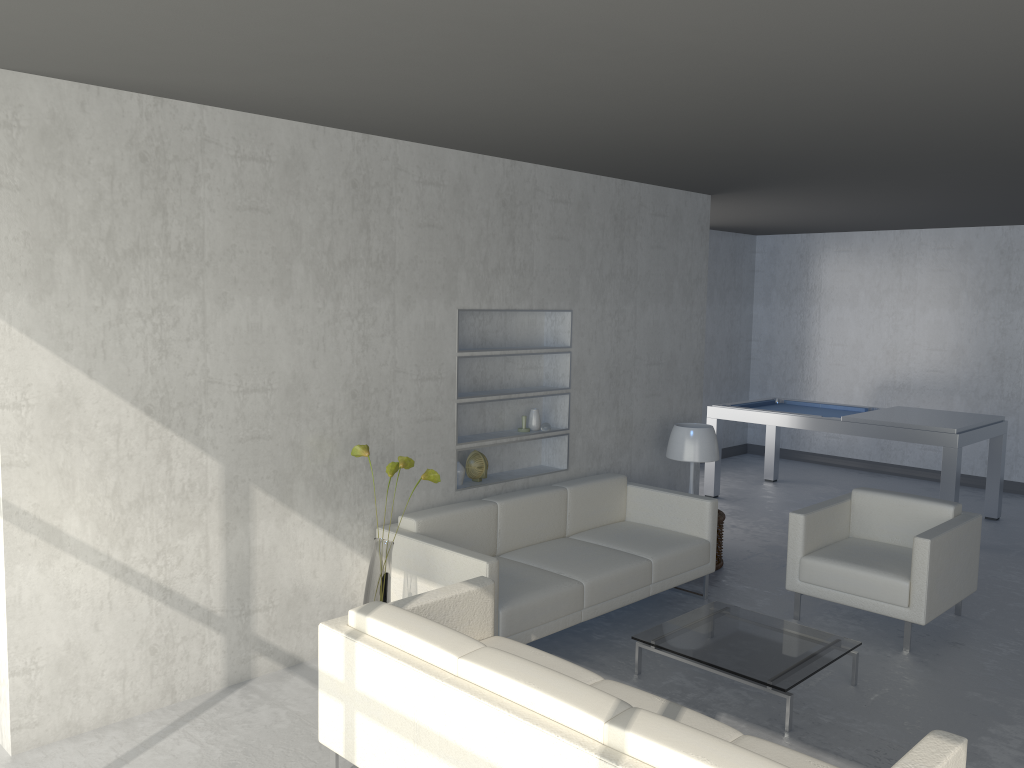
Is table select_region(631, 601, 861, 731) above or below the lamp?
below

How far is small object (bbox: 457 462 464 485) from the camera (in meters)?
4.93

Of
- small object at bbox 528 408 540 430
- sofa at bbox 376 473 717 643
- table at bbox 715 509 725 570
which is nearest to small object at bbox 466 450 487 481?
sofa at bbox 376 473 717 643

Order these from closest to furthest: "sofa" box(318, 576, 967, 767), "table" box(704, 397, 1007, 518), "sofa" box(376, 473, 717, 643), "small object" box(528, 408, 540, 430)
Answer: "sofa" box(318, 576, 967, 767) → "sofa" box(376, 473, 717, 643) → "small object" box(528, 408, 540, 430) → "table" box(704, 397, 1007, 518)

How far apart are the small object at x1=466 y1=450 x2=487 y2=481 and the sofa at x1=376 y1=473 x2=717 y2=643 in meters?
0.3 m

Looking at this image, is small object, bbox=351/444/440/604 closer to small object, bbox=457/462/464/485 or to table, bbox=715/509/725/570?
small object, bbox=457/462/464/485

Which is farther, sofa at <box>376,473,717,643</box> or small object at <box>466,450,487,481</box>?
small object at <box>466,450,487,481</box>

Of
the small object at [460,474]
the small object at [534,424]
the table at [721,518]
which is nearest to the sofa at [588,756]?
the small object at [460,474]

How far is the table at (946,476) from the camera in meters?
6.5 m

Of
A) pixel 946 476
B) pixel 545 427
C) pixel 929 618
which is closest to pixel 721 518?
pixel 545 427
